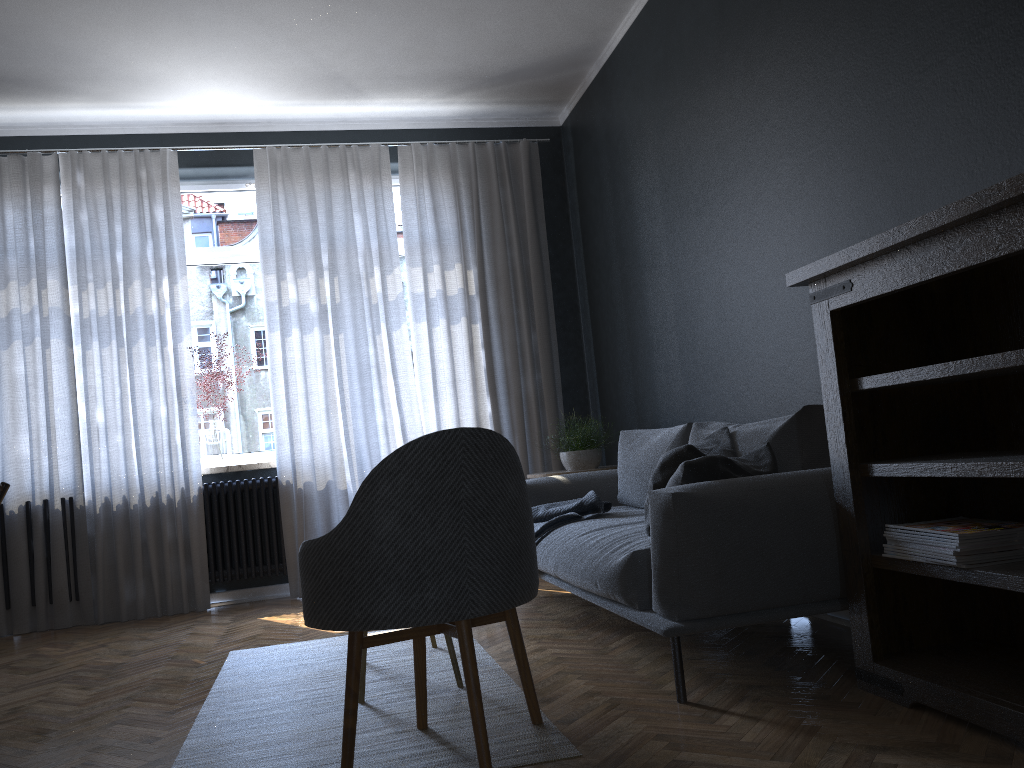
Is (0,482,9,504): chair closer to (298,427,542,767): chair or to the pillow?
(298,427,542,767): chair

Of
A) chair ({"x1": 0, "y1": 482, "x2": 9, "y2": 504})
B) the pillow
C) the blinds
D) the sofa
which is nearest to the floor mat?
the sofa

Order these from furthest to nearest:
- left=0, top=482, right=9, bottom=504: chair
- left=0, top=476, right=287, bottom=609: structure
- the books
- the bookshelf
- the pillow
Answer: left=0, top=476, right=287, bottom=609: structure → left=0, top=482, right=9, bottom=504: chair → the pillow → the books → the bookshelf

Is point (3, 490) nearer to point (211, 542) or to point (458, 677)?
point (458, 677)

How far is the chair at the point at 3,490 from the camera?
2.83m

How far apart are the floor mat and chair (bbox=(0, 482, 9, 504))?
0.9 meters

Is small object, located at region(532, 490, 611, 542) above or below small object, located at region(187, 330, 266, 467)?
below

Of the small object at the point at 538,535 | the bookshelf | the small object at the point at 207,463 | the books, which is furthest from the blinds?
the books

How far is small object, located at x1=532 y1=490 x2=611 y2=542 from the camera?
3.8 meters

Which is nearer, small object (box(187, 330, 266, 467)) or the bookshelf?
the bookshelf
